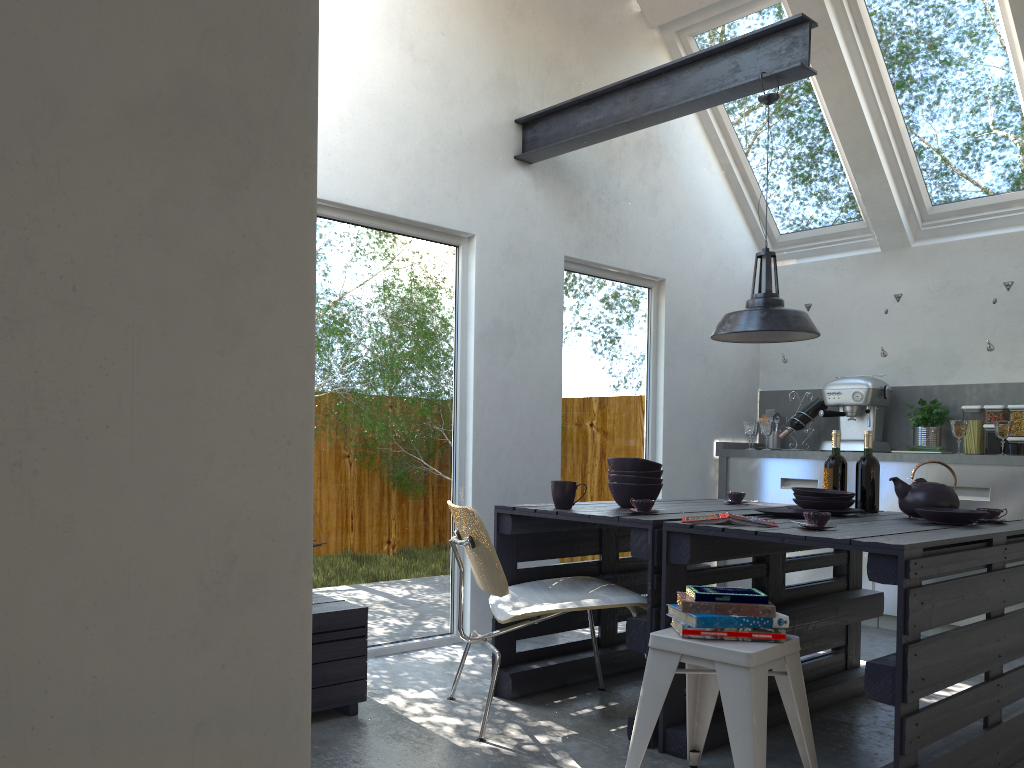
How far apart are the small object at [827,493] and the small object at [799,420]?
2.3m

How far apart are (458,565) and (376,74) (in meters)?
2.38

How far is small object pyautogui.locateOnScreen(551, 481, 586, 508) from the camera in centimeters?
348cm

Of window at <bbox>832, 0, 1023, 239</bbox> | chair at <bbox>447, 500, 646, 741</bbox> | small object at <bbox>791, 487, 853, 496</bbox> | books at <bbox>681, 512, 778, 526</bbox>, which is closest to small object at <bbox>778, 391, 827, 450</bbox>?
window at <bbox>832, 0, 1023, 239</bbox>

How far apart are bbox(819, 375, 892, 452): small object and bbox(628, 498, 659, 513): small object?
2.9m

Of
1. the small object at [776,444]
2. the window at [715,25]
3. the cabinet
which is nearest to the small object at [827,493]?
the cabinet

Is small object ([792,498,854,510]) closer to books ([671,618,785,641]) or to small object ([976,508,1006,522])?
small object ([976,508,1006,522])

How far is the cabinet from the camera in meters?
5.0 m

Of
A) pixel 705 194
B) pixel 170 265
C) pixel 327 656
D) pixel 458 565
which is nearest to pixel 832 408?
pixel 705 194

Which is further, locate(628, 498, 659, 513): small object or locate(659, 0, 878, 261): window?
locate(659, 0, 878, 261): window
